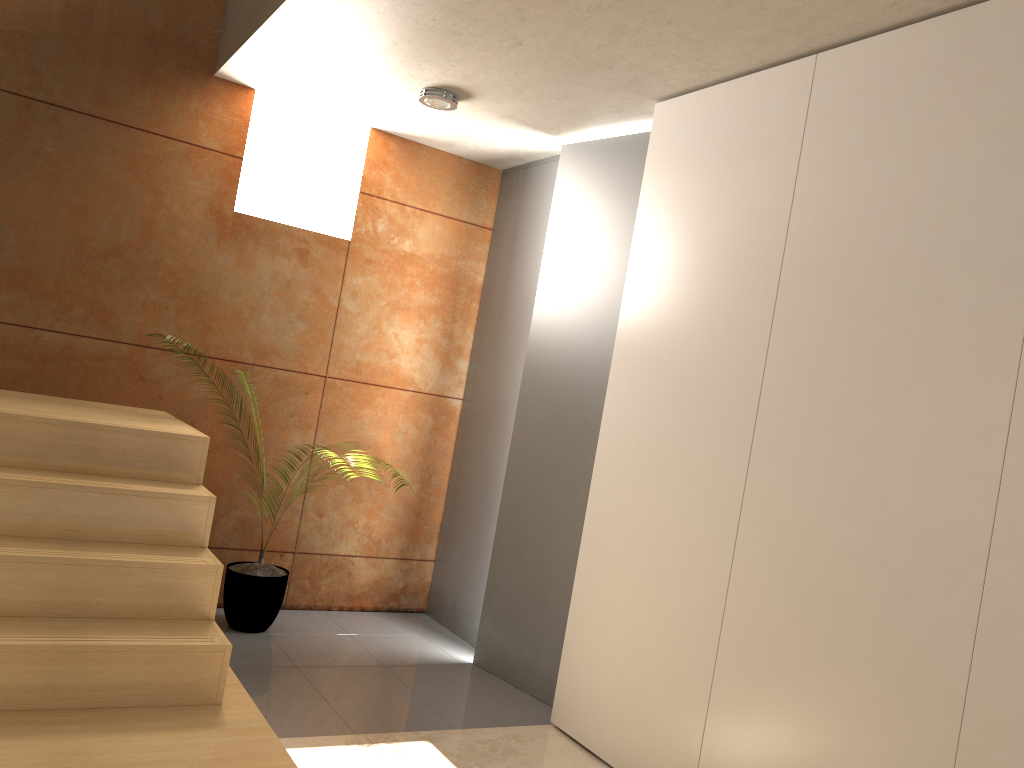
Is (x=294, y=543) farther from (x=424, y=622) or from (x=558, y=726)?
(x=558, y=726)

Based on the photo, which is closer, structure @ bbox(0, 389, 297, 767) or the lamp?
structure @ bbox(0, 389, 297, 767)

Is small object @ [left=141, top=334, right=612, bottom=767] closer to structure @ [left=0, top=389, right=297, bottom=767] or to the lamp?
structure @ [left=0, top=389, right=297, bottom=767]

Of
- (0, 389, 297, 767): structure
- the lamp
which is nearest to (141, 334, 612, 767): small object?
(0, 389, 297, 767): structure

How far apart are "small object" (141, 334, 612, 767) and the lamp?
2.23m

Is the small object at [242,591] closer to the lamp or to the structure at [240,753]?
the structure at [240,753]

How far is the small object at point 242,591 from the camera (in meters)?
4.01

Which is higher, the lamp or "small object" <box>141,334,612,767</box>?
the lamp

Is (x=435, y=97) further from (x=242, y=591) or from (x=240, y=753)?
(x=240, y=753)

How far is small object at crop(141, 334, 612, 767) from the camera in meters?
4.0
